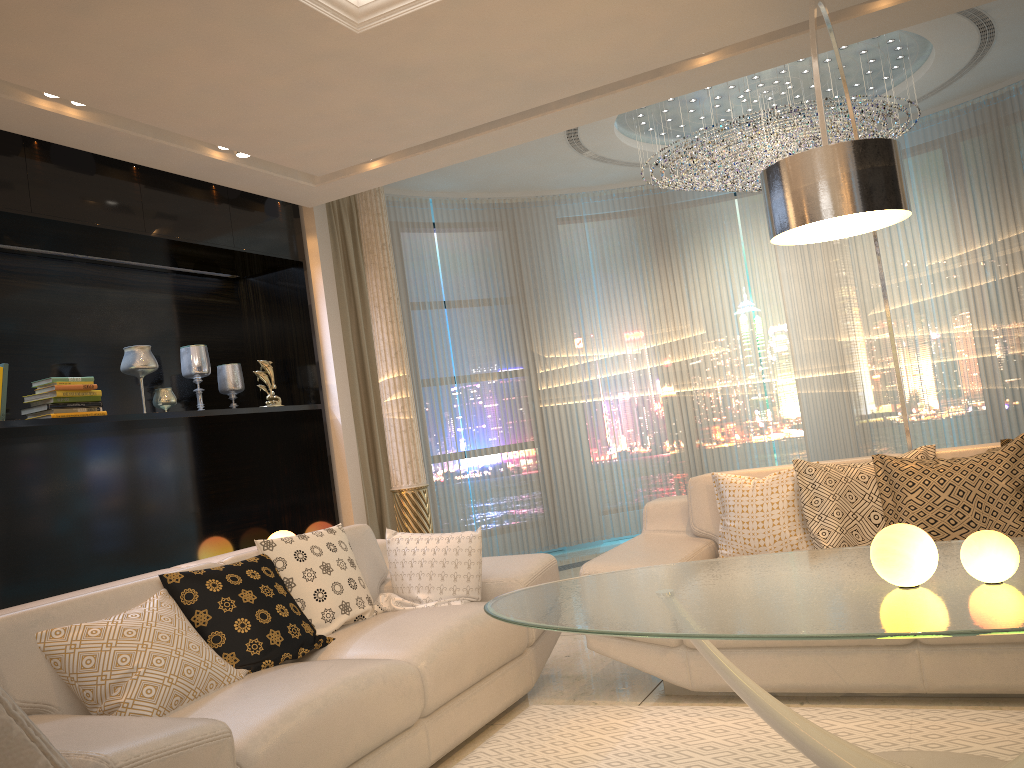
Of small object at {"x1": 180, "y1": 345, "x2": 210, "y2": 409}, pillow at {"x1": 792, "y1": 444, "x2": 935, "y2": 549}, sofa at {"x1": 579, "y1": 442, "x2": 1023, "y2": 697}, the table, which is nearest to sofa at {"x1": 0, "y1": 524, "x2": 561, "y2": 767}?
sofa at {"x1": 579, "y1": 442, "x2": 1023, "y2": 697}

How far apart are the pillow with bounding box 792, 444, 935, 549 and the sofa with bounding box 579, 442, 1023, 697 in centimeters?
4cm

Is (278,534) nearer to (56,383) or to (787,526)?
(56,383)

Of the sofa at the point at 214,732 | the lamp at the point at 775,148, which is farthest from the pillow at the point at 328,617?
the lamp at the point at 775,148

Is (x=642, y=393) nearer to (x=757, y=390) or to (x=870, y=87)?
(x=757, y=390)

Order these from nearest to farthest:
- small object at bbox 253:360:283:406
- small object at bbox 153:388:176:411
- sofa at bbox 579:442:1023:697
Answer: sofa at bbox 579:442:1023:697, small object at bbox 153:388:176:411, small object at bbox 253:360:283:406

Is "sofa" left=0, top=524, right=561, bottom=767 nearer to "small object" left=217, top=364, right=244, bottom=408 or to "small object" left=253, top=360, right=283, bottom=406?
"small object" left=253, top=360, right=283, bottom=406

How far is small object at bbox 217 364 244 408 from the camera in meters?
5.3 m

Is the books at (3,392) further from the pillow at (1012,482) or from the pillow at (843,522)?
the pillow at (1012,482)

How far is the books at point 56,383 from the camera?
4.1 meters
